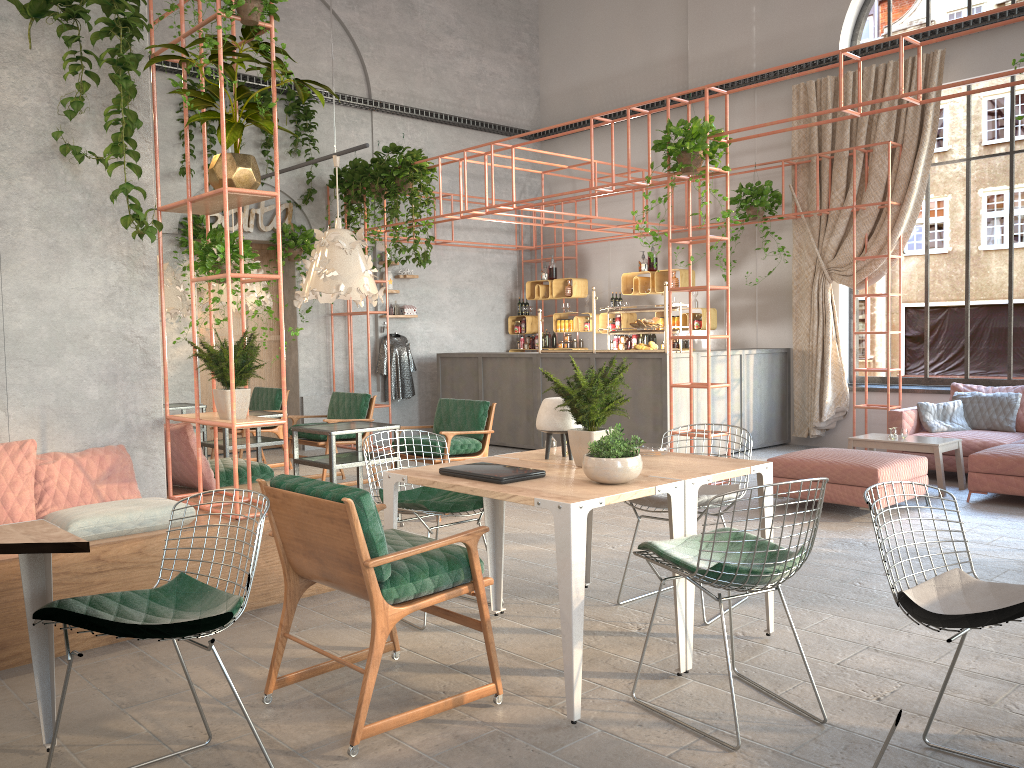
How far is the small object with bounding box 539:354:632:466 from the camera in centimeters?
396cm

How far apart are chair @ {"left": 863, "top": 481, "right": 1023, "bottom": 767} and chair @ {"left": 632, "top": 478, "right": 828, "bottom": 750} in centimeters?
40cm

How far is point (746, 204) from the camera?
10.7m

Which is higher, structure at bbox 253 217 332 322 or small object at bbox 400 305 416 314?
structure at bbox 253 217 332 322

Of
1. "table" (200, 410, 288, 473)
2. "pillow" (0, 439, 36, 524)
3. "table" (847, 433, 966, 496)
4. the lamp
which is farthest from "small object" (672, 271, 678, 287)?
"pillow" (0, 439, 36, 524)

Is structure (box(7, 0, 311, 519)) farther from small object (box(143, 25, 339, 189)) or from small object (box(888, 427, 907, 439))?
small object (box(888, 427, 907, 439))

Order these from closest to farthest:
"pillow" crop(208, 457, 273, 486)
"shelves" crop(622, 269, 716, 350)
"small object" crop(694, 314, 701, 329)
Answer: "pillow" crop(208, 457, 273, 486) → "small object" crop(694, 314, 701, 329) → "shelves" crop(622, 269, 716, 350)

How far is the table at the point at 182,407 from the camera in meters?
9.2

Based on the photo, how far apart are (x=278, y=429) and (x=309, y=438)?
1.6m

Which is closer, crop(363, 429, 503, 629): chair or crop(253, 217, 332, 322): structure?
crop(363, 429, 503, 629): chair
